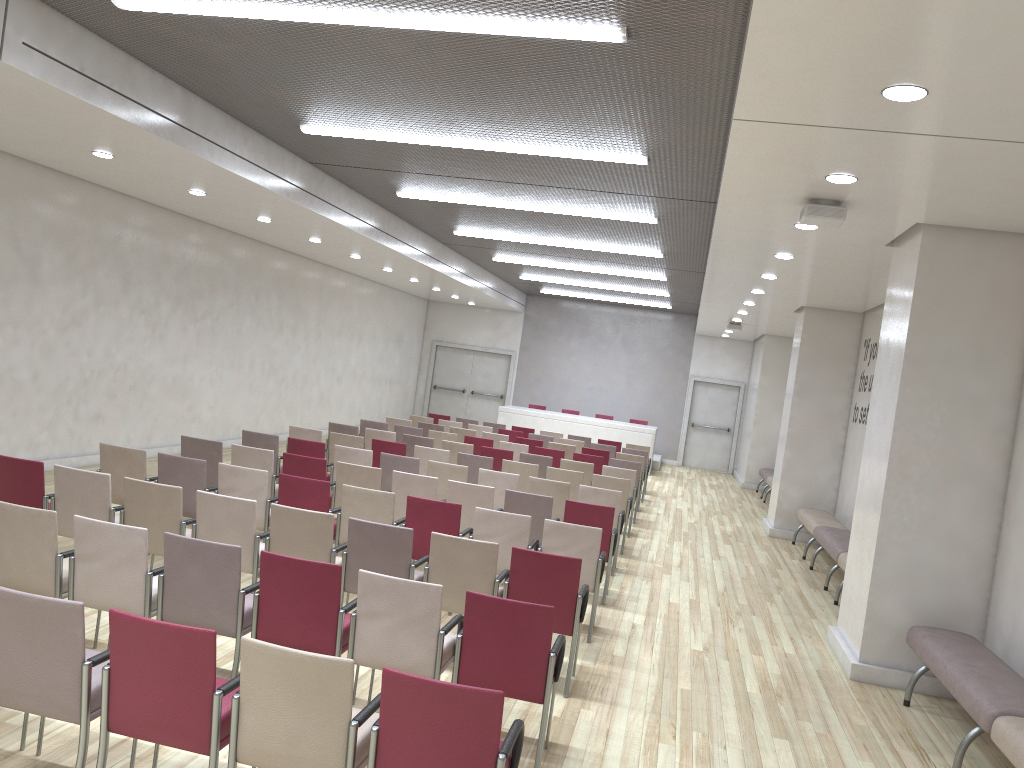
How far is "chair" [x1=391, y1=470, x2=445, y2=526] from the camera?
8.2 meters

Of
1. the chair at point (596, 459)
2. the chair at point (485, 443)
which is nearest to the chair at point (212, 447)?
the chair at point (485, 443)

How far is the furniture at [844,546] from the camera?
9.8m

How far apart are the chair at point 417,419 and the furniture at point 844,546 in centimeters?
741cm

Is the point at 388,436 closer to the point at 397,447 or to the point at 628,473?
the point at 397,447

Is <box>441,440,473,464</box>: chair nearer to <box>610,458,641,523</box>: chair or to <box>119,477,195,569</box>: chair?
<box>610,458,641,523</box>: chair

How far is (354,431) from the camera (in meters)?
12.27

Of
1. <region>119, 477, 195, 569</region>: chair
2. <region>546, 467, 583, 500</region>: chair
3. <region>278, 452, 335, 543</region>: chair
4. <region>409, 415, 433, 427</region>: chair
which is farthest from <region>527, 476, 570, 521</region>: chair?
<region>409, 415, 433, 427</region>: chair

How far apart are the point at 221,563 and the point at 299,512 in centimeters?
121cm

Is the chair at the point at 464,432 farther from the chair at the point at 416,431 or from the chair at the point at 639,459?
the chair at the point at 639,459
